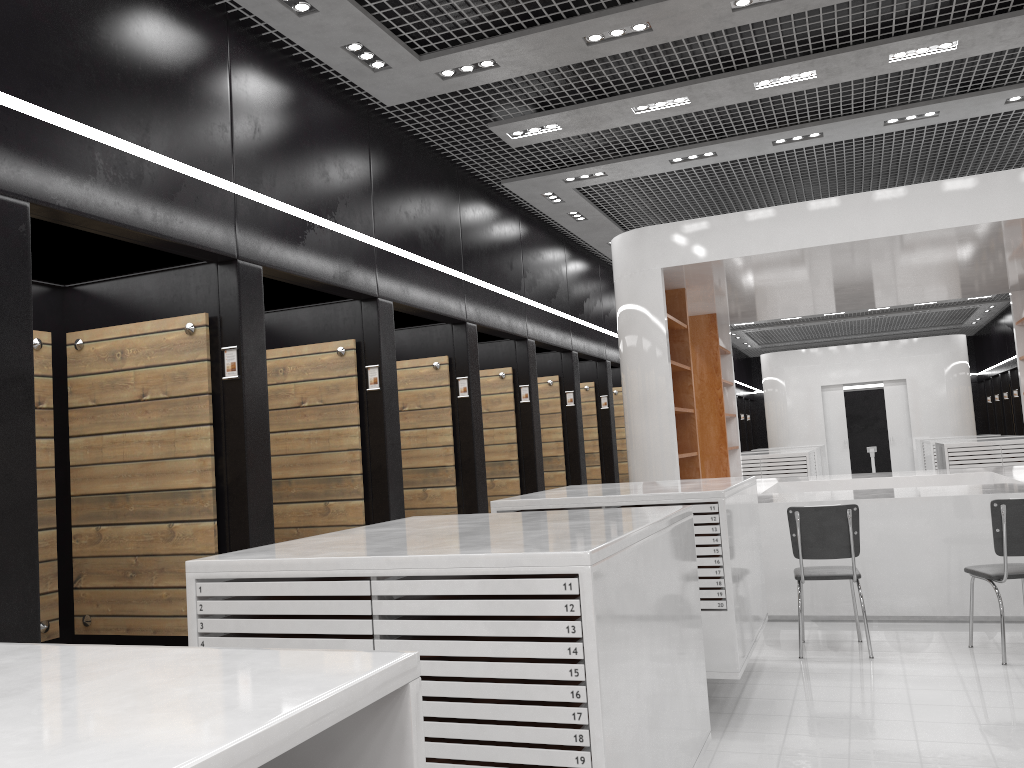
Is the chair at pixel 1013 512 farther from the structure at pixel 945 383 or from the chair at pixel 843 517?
the structure at pixel 945 383

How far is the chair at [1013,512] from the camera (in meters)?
5.39

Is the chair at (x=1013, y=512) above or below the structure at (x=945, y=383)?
below

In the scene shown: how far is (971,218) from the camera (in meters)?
6.66

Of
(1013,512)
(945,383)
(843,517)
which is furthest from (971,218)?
(945,383)

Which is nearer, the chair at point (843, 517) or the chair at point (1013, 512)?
the chair at point (1013, 512)

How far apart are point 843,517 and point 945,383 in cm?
1461

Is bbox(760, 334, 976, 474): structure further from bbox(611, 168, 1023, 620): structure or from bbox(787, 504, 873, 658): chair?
bbox(787, 504, 873, 658): chair

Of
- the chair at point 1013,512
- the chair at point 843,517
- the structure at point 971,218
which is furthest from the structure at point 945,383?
the chair at point 1013,512

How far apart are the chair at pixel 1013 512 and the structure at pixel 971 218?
0.9 meters
